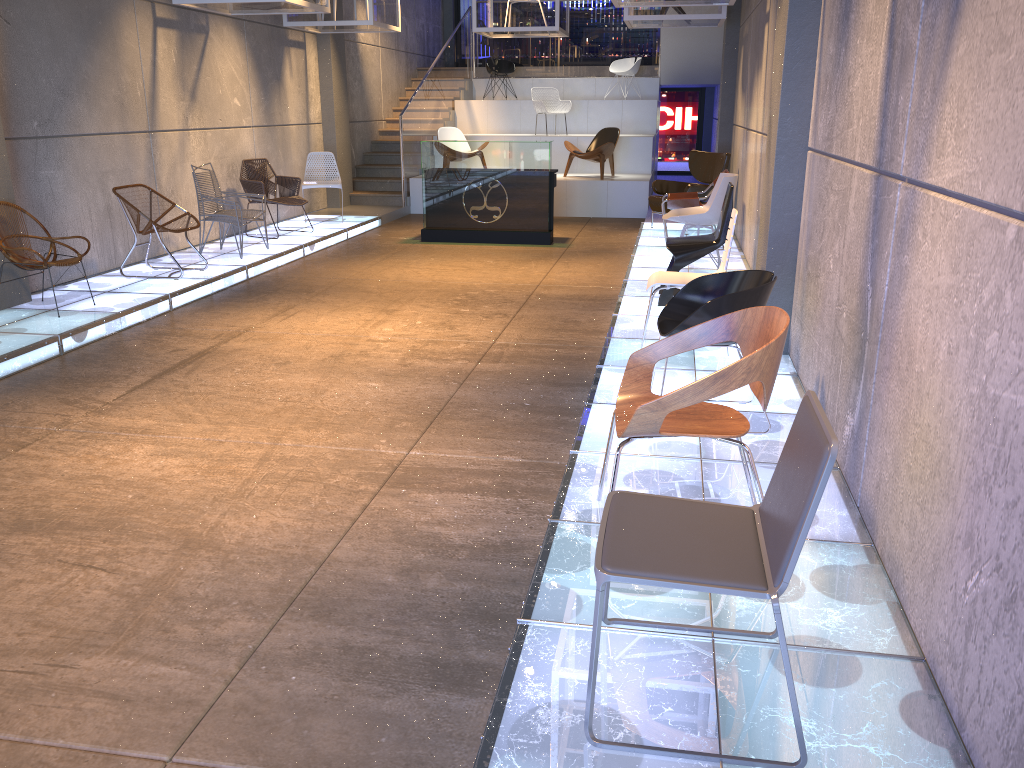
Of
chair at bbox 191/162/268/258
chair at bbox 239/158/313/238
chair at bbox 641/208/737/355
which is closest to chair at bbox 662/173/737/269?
chair at bbox 641/208/737/355

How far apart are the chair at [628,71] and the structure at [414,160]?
0.36m

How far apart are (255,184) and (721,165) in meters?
5.5 m

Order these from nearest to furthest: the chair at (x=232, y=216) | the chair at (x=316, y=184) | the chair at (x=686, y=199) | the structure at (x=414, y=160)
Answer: the chair at (x=232, y=216)
the chair at (x=686, y=199)
the chair at (x=316, y=184)
the structure at (x=414, y=160)

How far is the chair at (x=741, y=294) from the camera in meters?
4.0

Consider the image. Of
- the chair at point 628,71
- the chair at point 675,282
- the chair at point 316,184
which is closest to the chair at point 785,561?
the chair at point 675,282

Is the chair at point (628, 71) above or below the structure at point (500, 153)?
above

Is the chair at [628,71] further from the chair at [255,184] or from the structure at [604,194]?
the chair at [255,184]

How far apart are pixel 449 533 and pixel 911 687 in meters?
1.8 m

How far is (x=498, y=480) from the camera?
4.00m
